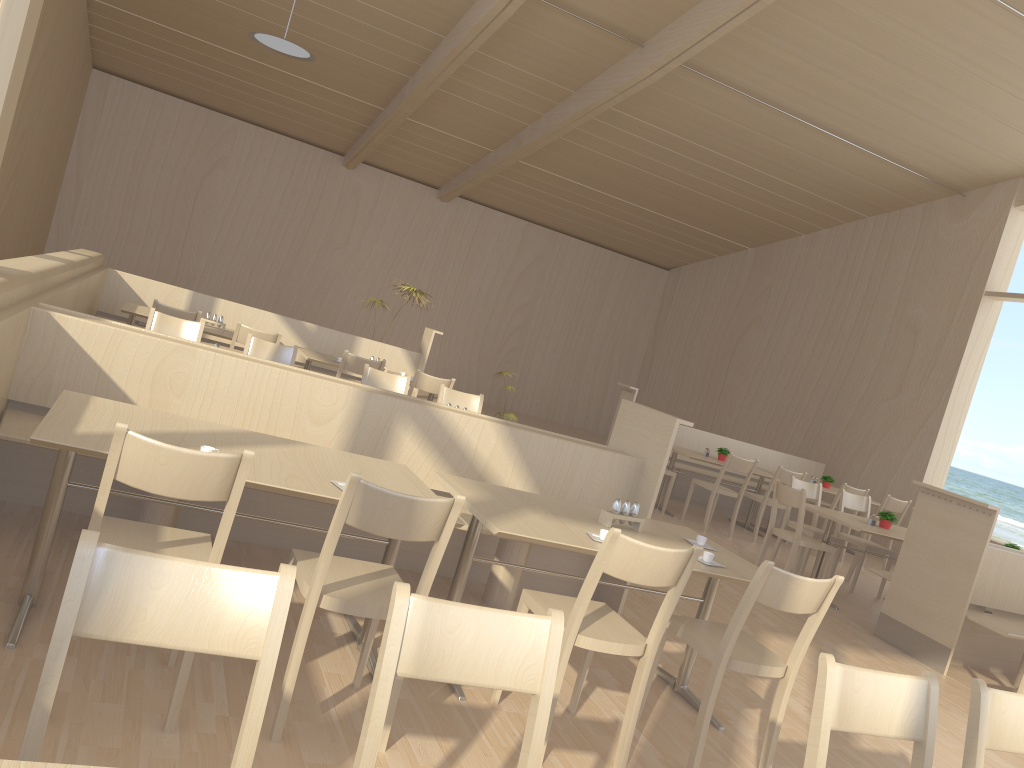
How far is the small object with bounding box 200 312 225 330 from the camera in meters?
7.2 m

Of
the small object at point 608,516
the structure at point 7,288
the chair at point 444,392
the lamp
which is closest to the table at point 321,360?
the chair at point 444,392

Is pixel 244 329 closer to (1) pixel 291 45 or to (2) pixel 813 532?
(1) pixel 291 45

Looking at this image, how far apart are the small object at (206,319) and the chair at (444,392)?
2.1m

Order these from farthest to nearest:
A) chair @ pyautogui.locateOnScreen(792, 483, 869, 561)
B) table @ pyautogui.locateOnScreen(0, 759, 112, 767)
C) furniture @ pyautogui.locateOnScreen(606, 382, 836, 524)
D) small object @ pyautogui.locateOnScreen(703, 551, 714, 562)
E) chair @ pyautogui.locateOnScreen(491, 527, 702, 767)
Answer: furniture @ pyautogui.locateOnScreen(606, 382, 836, 524) < chair @ pyautogui.locateOnScreen(792, 483, 869, 561) < small object @ pyautogui.locateOnScreen(703, 551, 714, 562) < chair @ pyautogui.locateOnScreen(491, 527, 702, 767) < table @ pyautogui.locateOnScreen(0, 759, 112, 767)

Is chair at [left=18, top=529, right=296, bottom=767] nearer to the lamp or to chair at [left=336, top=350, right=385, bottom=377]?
chair at [left=336, top=350, right=385, bottom=377]

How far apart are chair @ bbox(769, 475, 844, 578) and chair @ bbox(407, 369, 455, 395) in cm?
302

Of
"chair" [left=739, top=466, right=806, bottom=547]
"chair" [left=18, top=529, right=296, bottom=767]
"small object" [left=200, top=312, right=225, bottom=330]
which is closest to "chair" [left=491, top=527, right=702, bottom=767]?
"chair" [left=18, top=529, right=296, bottom=767]

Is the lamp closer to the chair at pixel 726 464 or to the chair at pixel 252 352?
the chair at pixel 252 352

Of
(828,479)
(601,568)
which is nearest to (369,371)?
(601,568)
